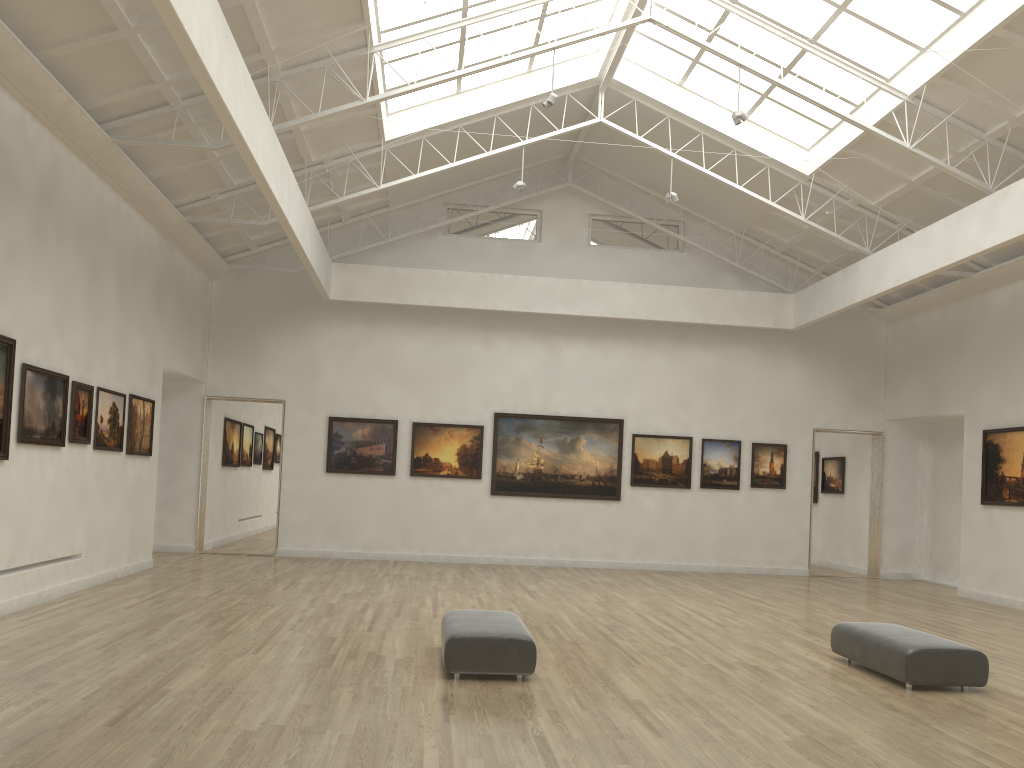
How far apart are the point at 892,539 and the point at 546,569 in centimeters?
1354cm
